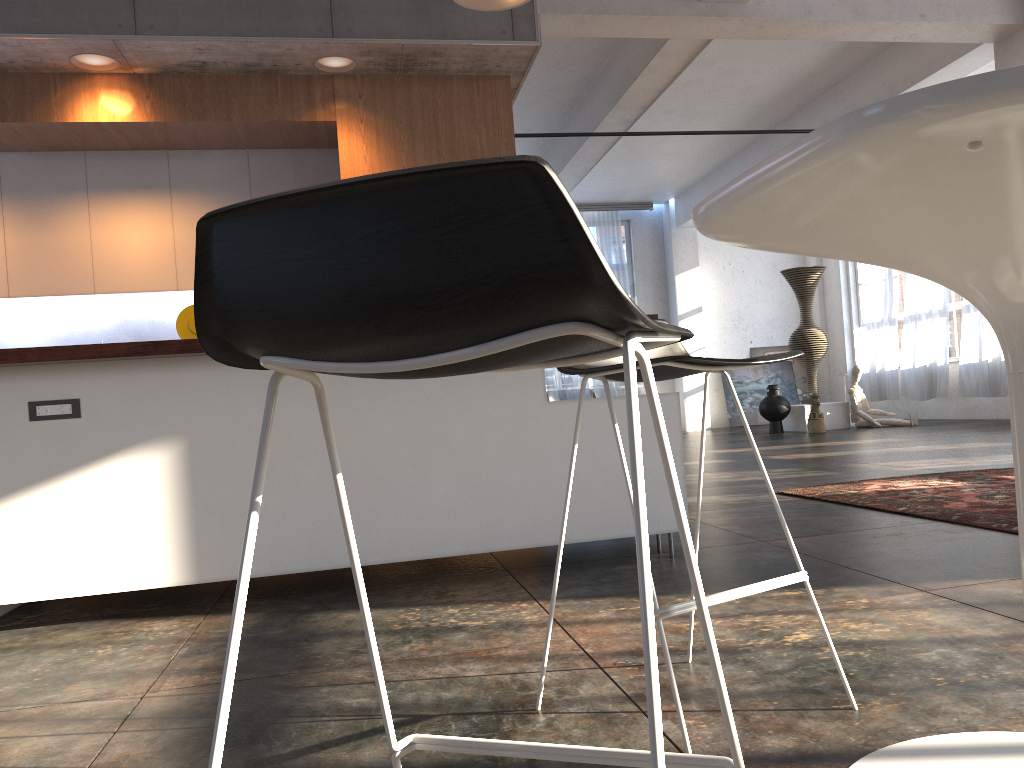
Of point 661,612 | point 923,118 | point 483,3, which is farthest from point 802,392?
point 923,118

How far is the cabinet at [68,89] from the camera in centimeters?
512cm

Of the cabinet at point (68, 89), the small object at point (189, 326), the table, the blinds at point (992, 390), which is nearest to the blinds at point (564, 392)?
the blinds at point (992, 390)

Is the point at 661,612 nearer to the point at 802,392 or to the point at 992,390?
the point at 992,390

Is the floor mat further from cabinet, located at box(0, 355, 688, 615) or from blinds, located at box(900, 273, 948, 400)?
blinds, located at box(900, 273, 948, 400)

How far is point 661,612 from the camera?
1.6m

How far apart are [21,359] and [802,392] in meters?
14.4 m

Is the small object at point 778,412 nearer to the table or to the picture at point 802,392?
the picture at point 802,392

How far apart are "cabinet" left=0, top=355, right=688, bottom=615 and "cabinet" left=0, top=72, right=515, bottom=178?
2.5m

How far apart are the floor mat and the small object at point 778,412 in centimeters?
679cm
